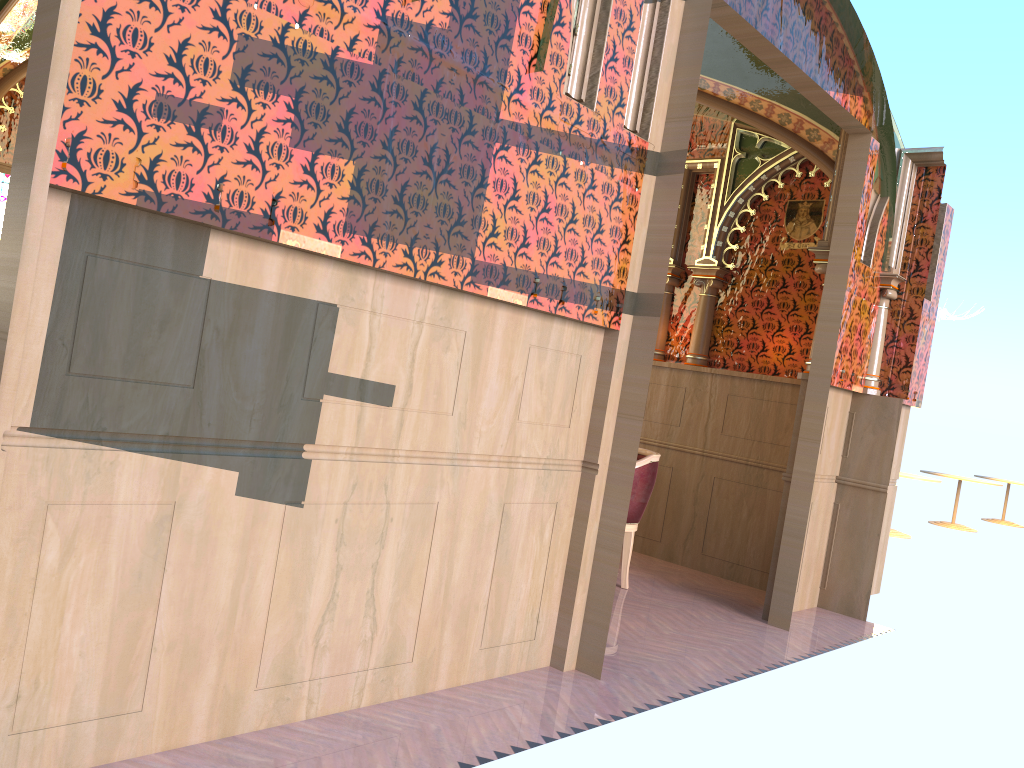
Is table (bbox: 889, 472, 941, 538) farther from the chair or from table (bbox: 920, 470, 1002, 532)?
the chair

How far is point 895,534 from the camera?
11.0 meters

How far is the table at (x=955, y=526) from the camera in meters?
13.4 m

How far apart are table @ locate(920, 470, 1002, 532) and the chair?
9.6 meters

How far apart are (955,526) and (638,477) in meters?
10.0 m

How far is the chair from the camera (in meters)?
5.44

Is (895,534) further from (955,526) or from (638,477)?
(638,477)

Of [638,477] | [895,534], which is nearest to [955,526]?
[895,534]

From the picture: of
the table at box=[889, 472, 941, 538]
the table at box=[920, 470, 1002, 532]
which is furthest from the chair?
the table at box=[920, 470, 1002, 532]

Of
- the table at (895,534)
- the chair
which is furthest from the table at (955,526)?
the chair
